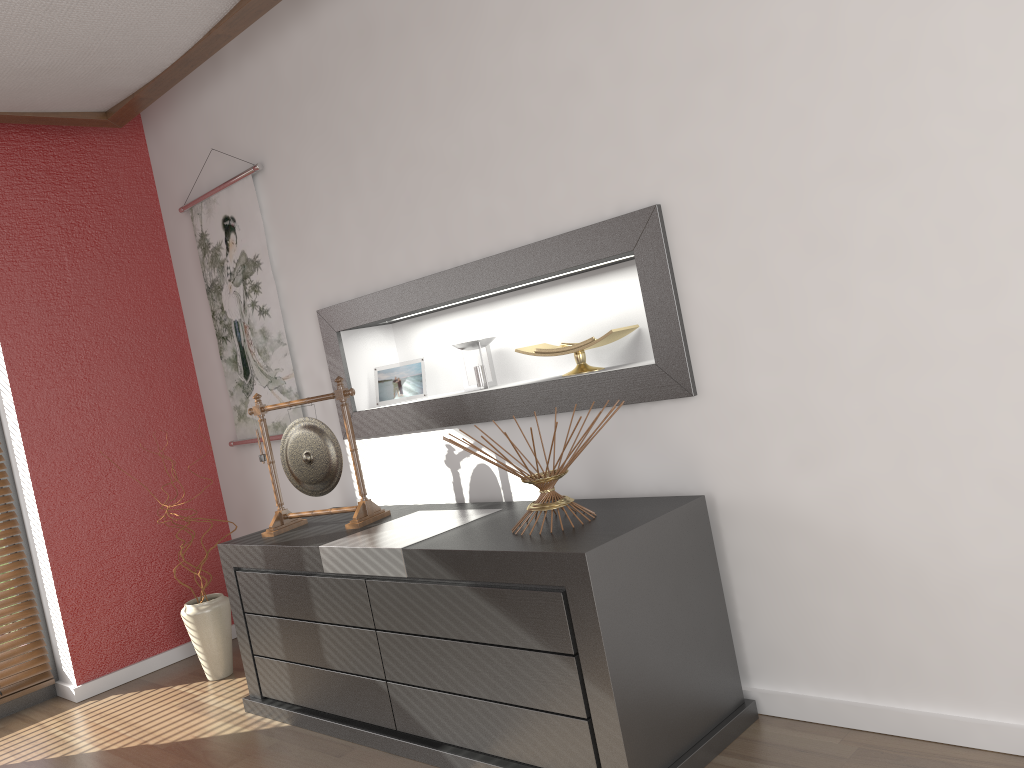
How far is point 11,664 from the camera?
3.7 meters

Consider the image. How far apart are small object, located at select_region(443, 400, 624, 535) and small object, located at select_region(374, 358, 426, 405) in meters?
1.0

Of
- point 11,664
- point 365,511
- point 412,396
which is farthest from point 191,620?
point 412,396

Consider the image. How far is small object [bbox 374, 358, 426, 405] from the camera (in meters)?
→ 3.31

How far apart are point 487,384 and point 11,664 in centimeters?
239cm

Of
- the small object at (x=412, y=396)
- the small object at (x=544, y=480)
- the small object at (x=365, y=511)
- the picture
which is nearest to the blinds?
the picture

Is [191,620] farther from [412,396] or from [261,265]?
[261,265]

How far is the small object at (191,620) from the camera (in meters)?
3.53

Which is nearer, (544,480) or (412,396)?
(544,480)

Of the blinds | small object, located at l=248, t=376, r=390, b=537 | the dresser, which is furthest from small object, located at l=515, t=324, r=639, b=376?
the blinds
